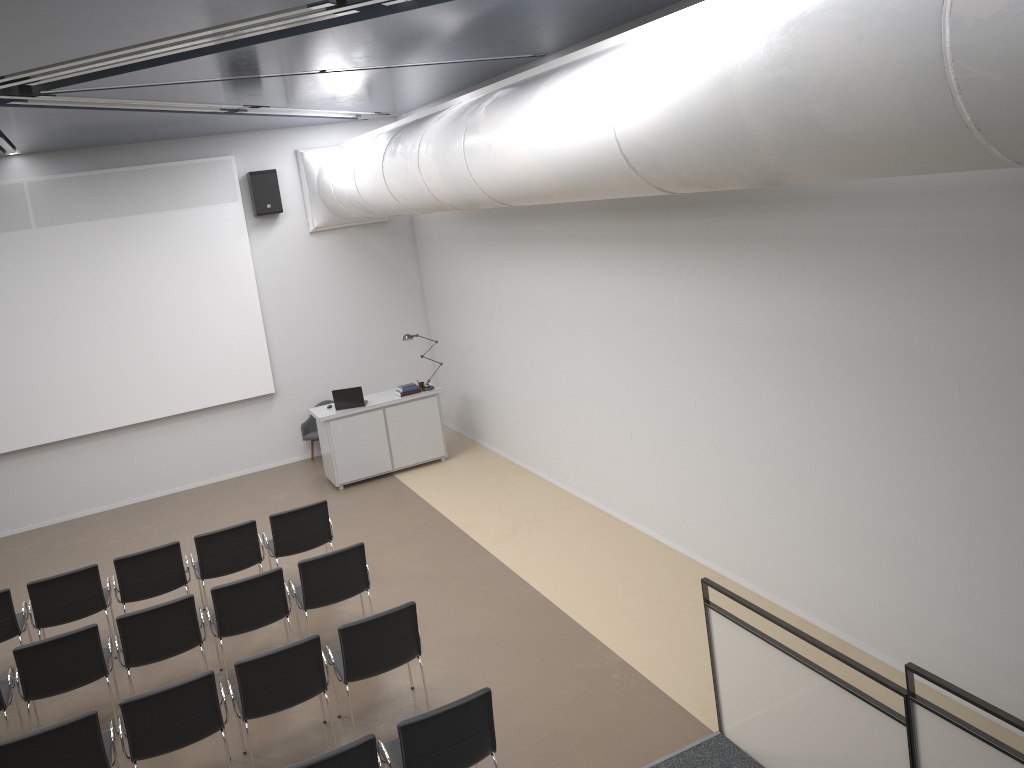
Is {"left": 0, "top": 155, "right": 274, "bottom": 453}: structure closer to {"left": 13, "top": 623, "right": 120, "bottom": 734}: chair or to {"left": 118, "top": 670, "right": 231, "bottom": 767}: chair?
{"left": 13, "top": 623, "right": 120, "bottom": 734}: chair

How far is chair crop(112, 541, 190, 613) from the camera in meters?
7.9 m

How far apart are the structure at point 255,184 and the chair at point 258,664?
7.6m

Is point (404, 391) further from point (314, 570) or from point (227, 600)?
point (227, 600)

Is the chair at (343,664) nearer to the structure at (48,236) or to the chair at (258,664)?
the chair at (258,664)

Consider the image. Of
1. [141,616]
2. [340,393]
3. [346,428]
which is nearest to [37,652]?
[141,616]

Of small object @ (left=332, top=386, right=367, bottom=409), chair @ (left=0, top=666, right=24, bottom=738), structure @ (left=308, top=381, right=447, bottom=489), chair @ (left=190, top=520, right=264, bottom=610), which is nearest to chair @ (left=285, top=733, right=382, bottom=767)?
chair @ (left=0, top=666, right=24, bottom=738)

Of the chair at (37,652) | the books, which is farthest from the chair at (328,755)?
the books

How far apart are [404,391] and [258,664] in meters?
6.3

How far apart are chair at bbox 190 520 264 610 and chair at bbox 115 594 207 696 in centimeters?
127cm
